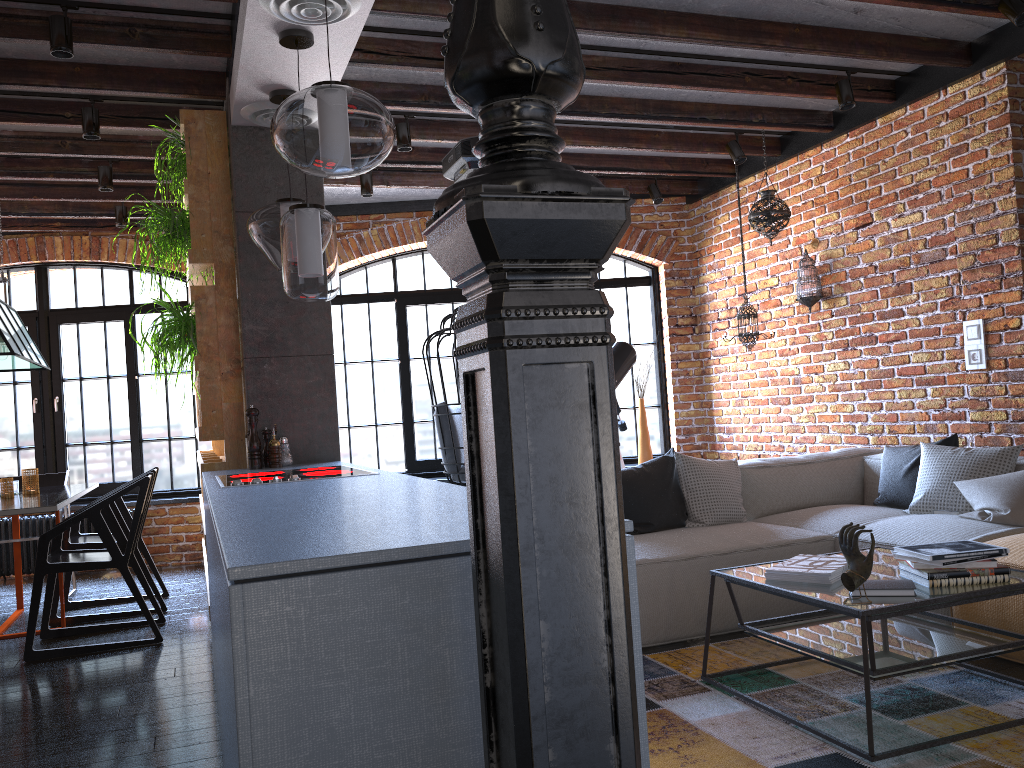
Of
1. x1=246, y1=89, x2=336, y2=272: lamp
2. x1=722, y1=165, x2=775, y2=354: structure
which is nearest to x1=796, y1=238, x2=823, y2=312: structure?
x1=722, y1=165, x2=775, y2=354: structure

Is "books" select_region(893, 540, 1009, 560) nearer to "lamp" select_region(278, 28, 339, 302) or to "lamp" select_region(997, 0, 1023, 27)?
"lamp" select_region(278, 28, 339, 302)

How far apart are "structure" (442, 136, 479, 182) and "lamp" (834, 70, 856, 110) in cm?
205

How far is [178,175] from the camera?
4.2m

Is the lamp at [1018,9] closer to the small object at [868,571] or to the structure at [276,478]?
the small object at [868,571]

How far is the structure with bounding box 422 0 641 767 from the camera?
0.97m

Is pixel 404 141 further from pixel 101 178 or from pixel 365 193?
pixel 101 178

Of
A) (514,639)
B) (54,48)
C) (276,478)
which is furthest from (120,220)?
(514,639)

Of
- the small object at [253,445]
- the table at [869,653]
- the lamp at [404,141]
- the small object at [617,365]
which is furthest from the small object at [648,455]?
the small object at [253,445]

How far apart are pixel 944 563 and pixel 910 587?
0.1m
